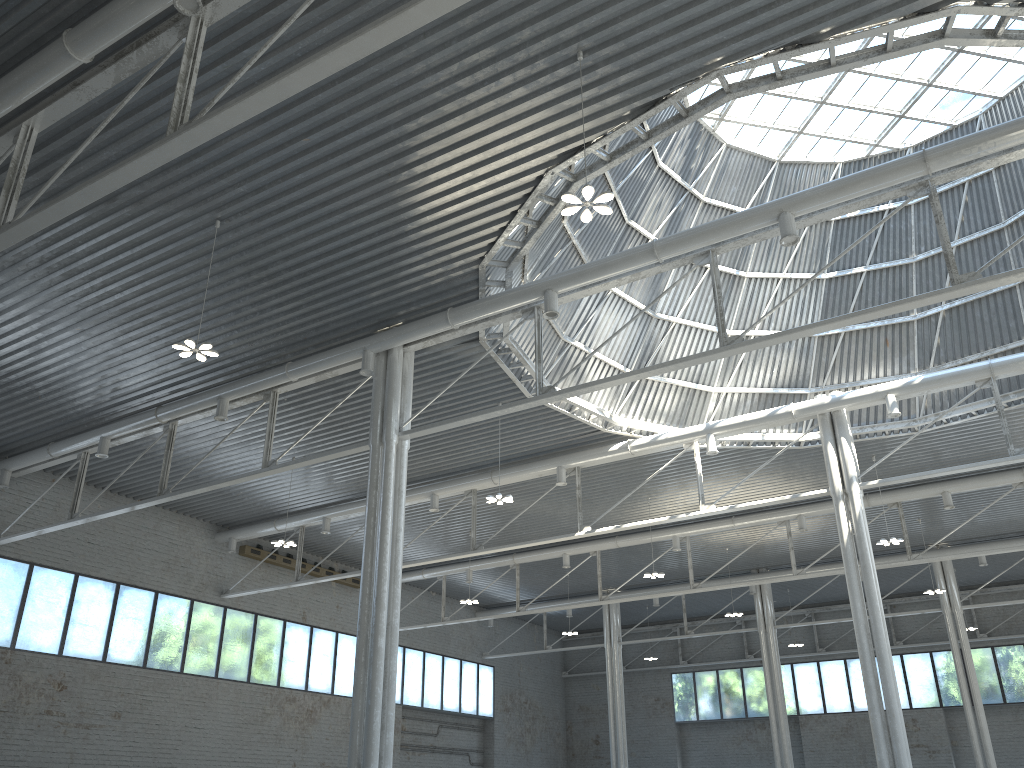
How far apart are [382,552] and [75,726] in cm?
2363
